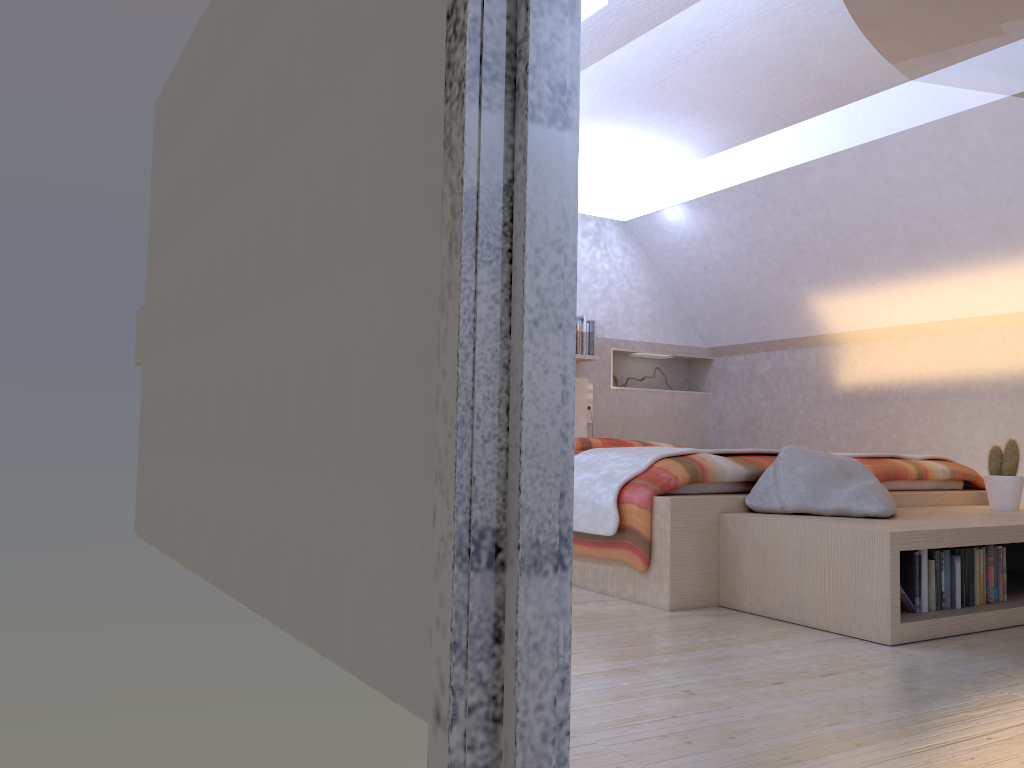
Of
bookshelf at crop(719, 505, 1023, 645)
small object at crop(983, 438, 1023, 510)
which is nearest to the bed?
bookshelf at crop(719, 505, 1023, 645)

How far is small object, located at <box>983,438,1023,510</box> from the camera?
3.4m

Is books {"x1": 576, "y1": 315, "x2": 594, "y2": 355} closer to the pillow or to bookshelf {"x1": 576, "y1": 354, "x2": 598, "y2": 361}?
bookshelf {"x1": 576, "y1": 354, "x2": 598, "y2": 361}

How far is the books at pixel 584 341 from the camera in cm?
619

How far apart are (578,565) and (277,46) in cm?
206

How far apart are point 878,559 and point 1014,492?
1.3m

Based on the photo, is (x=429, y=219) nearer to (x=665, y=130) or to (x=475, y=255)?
(x=475, y=255)

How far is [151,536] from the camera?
4.36m

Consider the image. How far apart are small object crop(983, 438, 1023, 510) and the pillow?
0.65m

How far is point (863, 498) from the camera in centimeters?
286cm
